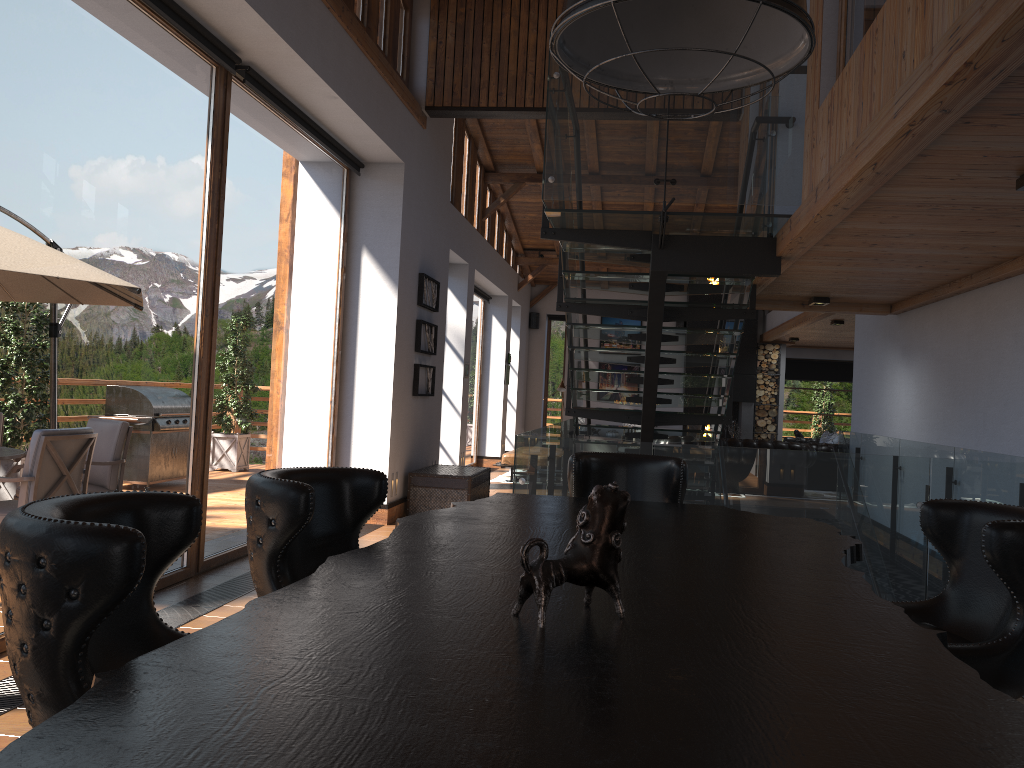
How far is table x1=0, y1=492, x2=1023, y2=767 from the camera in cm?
100

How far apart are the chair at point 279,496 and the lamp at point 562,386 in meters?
14.5

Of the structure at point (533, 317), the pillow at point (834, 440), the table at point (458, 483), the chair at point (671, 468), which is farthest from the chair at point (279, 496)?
the structure at point (533, 317)

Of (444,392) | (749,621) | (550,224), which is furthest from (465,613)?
(550,224)

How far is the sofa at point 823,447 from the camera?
14.2m

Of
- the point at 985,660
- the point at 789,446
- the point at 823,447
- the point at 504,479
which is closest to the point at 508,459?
the point at 504,479

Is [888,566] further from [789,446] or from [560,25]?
[789,446]

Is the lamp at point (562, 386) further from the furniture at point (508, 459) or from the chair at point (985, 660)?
the chair at point (985, 660)

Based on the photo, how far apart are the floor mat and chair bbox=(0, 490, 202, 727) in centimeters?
1189cm

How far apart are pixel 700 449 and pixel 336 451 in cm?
457
